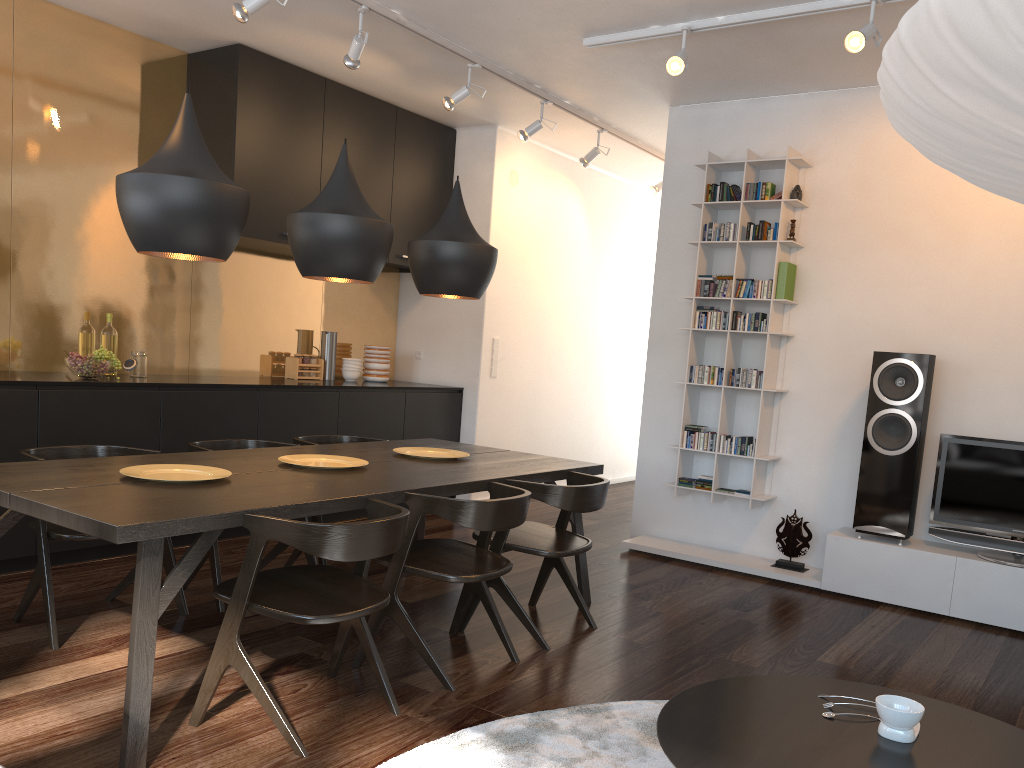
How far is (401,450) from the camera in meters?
4.1 m

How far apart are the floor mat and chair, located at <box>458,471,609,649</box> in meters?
0.6

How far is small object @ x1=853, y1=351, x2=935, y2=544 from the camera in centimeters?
455cm

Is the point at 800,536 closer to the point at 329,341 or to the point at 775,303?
the point at 775,303

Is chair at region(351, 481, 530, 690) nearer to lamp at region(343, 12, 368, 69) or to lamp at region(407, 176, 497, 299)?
lamp at region(407, 176, 497, 299)

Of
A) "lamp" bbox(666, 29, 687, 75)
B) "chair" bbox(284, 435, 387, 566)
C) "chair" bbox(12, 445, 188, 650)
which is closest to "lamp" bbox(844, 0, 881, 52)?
"lamp" bbox(666, 29, 687, 75)

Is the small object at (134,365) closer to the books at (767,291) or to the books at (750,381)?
the books at (750,381)

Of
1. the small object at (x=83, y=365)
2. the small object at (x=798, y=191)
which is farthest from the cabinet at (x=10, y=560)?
the small object at (x=798, y=191)

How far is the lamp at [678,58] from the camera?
4.1 meters

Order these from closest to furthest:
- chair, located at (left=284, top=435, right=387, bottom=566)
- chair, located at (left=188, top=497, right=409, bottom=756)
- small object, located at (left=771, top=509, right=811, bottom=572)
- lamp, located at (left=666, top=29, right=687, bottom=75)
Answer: chair, located at (left=188, top=497, right=409, bottom=756), lamp, located at (left=666, top=29, right=687, bottom=75), chair, located at (left=284, top=435, right=387, bottom=566), small object, located at (left=771, top=509, right=811, bottom=572)
